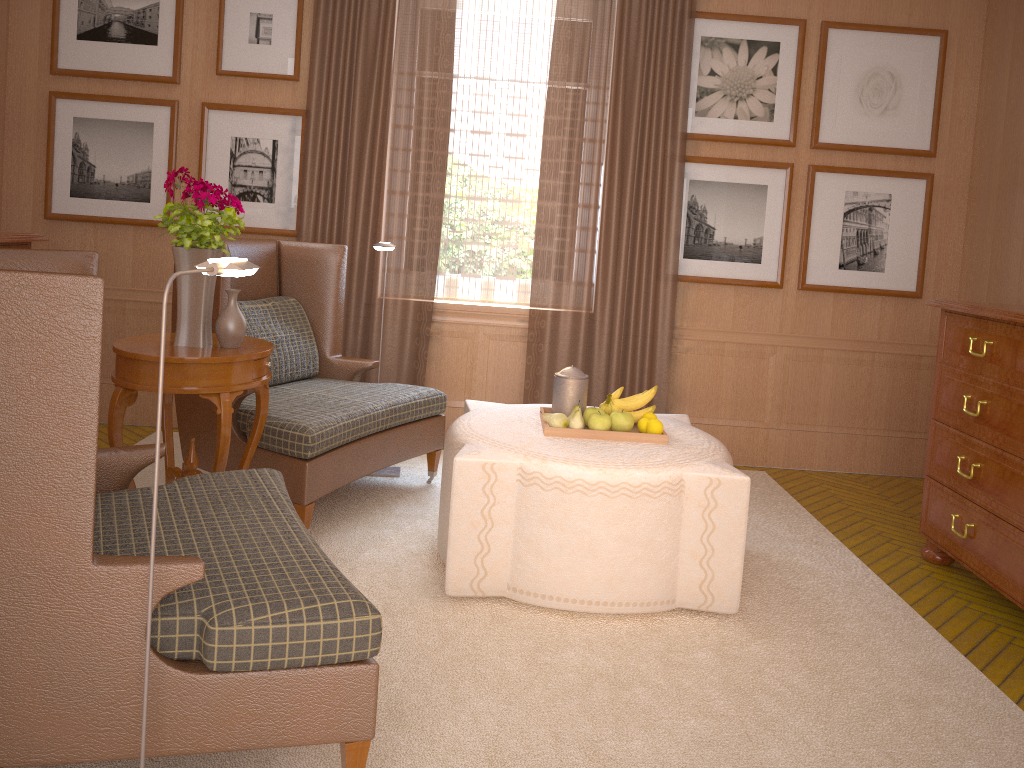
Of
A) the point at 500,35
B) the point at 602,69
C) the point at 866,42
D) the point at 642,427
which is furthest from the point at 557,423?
the point at 866,42

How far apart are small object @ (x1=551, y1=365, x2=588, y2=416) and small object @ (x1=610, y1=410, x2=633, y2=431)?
0.3 meters

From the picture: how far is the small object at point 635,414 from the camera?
6.1m

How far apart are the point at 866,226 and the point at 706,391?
2.2 meters

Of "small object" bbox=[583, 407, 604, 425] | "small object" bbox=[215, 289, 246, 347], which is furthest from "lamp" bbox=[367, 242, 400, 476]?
"small object" bbox=[583, 407, 604, 425]

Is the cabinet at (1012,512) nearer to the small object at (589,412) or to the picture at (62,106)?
the small object at (589,412)

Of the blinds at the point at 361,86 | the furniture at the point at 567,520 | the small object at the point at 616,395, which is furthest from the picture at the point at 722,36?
Answer: the small object at the point at 616,395

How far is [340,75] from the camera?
8.3m

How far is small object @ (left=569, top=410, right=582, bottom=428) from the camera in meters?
5.8 m

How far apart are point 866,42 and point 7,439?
8.2 meters
